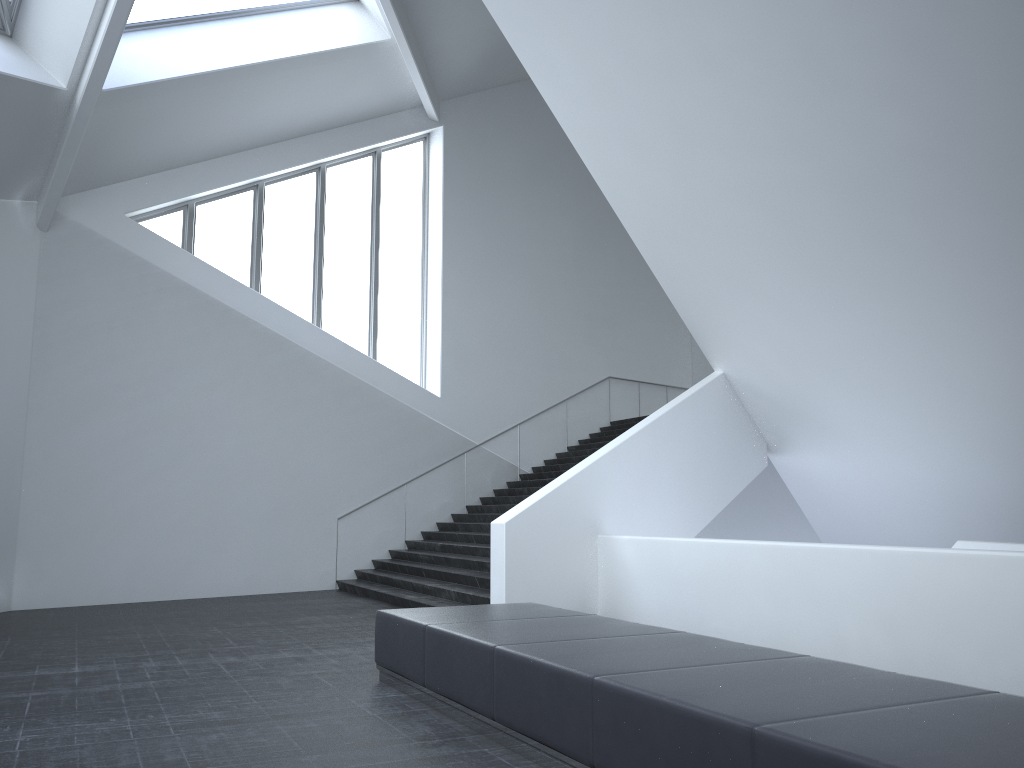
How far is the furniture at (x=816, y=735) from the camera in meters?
3.2 m

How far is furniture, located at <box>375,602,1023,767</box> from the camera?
3.2m

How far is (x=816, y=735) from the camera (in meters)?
3.23
